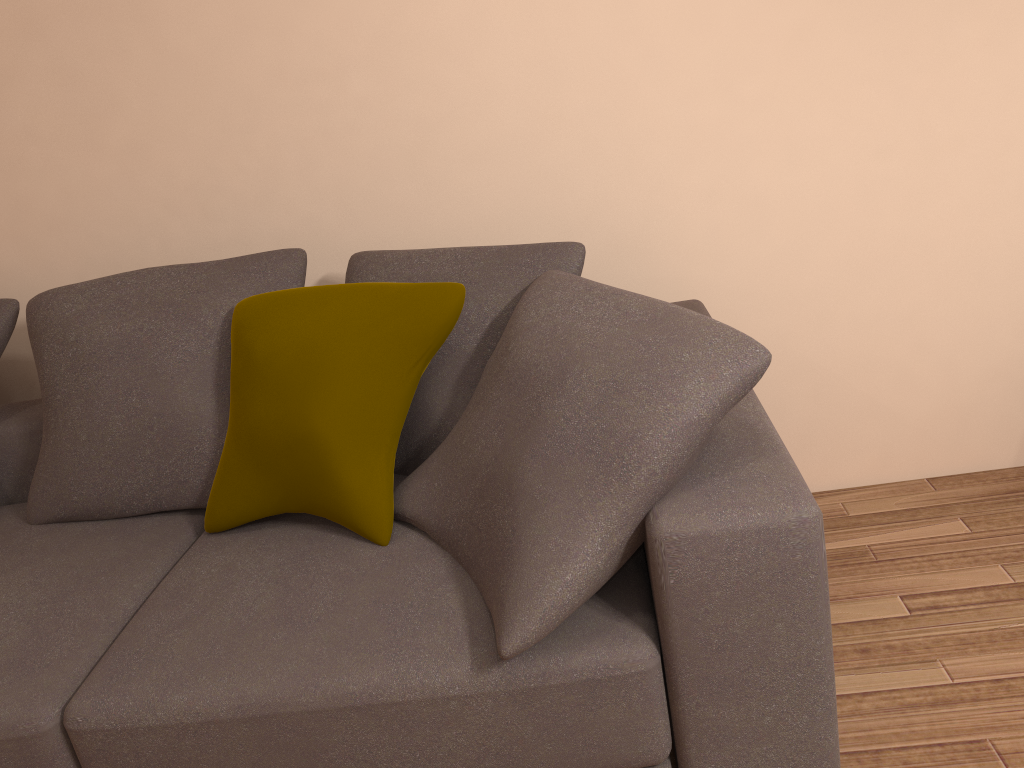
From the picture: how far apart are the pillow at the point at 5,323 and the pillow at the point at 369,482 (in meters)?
0.82

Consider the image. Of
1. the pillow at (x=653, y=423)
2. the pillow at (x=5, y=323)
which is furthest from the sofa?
the pillow at (x=5, y=323)

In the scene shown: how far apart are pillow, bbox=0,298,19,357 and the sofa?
0.2 meters

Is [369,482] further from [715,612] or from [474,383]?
[715,612]

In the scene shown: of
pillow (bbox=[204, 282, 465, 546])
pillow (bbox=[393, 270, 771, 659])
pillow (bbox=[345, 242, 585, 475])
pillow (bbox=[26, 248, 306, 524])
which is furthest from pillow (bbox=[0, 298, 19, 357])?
pillow (bbox=[393, 270, 771, 659])

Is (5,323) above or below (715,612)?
above

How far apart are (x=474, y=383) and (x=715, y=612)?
0.8m

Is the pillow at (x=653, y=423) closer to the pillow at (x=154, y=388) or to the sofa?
the sofa

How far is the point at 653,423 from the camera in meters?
1.4 m

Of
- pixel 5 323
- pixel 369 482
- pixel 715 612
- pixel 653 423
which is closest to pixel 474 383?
pixel 369 482
